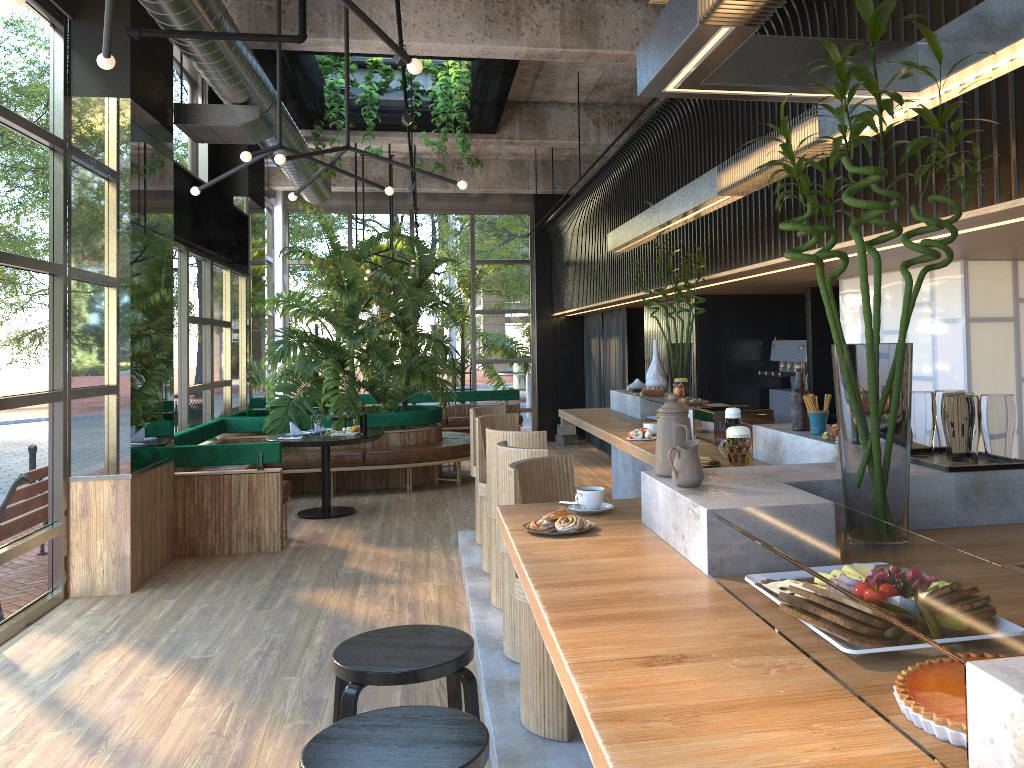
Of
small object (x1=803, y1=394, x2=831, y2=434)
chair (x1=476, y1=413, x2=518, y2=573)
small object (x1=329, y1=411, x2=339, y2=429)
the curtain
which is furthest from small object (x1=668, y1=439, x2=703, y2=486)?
the curtain

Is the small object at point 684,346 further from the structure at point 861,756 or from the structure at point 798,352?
the structure at point 798,352

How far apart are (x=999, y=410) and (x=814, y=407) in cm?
101

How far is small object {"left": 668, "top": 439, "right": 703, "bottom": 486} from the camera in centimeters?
235cm

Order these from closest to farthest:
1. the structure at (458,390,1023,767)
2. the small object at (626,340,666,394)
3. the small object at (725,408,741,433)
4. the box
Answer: the structure at (458,390,1023,767) → the small object at (725,408,741,433) → the small object at (626,340,666,394) → the box

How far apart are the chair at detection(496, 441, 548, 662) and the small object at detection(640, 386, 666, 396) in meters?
2.0 m

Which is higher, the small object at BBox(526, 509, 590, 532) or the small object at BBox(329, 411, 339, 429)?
the small object at BBox(526, 509, 590, 532)

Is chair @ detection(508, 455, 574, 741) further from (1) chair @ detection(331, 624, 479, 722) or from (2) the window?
(2) the window

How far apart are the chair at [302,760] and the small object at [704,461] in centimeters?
181cm

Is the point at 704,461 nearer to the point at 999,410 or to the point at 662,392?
the point at 999,410
